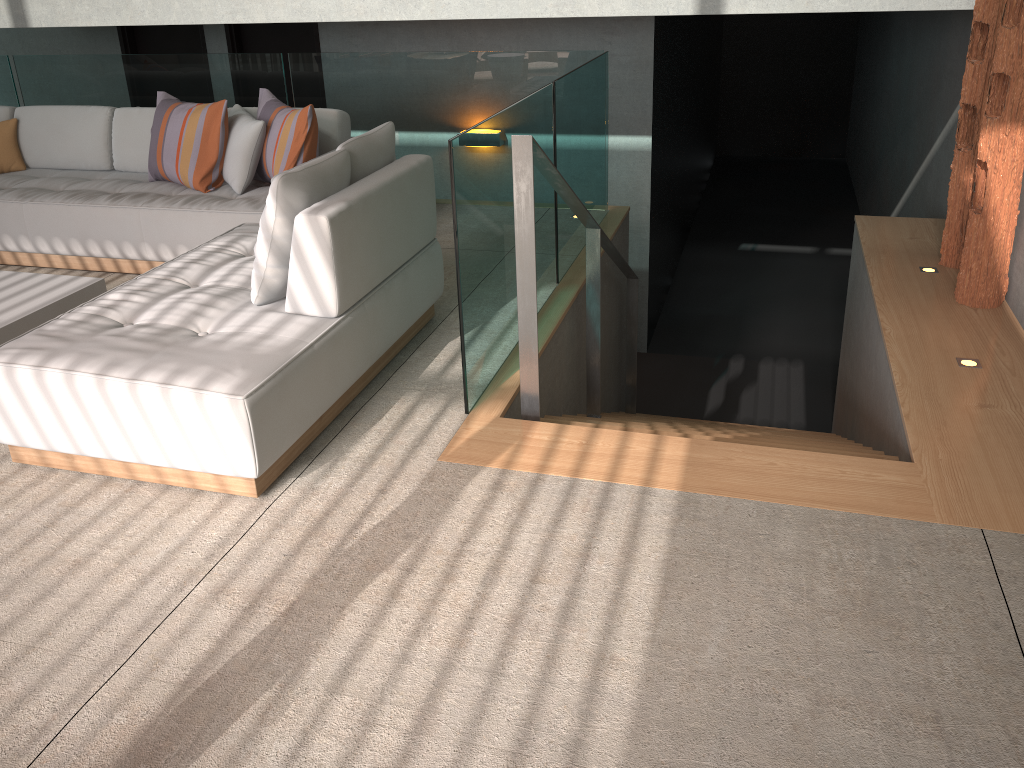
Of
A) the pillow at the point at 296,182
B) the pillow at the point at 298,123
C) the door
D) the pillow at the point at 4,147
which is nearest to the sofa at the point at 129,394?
the pillow at the point at 296,182

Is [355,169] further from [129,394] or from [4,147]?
[4,147]

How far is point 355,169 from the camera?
3.3 meters

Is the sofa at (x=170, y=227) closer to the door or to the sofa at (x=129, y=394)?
the sofa at (x=129, y=394)

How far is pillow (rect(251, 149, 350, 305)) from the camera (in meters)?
2.93

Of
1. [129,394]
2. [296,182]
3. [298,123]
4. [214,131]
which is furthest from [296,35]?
[129,394]

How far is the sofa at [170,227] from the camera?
4.44m

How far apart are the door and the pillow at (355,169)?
3.7m

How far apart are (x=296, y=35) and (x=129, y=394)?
5.2m

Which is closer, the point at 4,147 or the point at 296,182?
the point at 296,182
